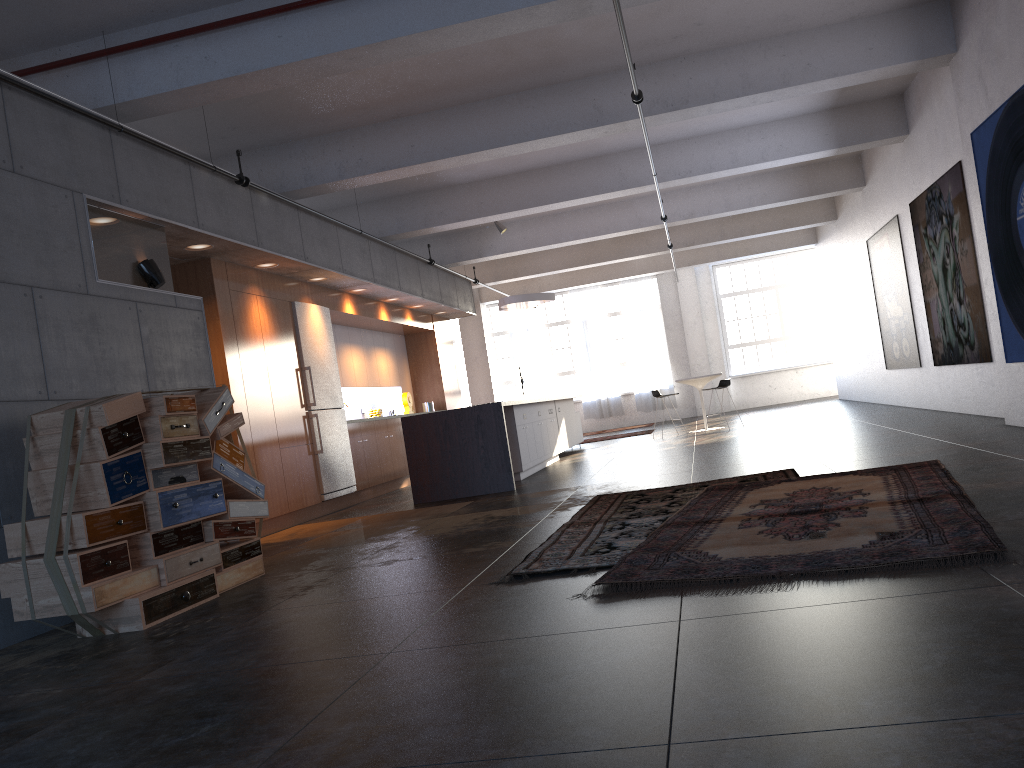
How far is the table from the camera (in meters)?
15.05

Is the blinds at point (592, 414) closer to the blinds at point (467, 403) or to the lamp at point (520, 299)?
the blinds at point (467, 403)

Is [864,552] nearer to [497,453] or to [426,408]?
[497,453]

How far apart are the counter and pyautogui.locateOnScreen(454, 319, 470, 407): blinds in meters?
13.9

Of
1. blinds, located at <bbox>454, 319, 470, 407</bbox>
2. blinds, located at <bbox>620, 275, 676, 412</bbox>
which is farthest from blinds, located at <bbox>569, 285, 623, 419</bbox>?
blinds, located at <bbox>454, 319, 470, 407</bbox>

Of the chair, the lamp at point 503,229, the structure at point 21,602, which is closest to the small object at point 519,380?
the chair

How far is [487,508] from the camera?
8.0 meters

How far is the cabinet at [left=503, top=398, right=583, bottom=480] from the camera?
10.6 meters

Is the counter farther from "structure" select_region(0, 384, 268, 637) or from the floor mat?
"structure" select_region(0, 384, 268, 637)

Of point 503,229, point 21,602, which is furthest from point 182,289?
point 503,229
